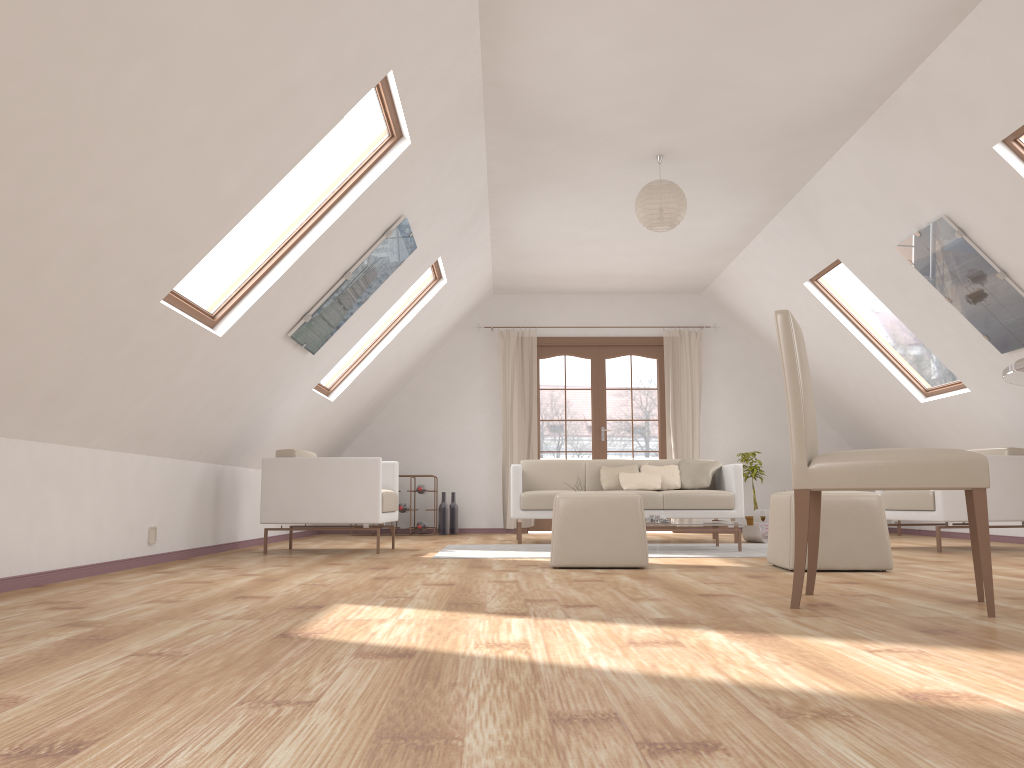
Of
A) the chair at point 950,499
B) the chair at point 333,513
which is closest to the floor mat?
the chair at point 333,513

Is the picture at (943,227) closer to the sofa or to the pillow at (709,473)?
the sofa

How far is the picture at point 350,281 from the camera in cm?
537

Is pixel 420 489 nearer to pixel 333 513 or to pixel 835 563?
pixel 333 513

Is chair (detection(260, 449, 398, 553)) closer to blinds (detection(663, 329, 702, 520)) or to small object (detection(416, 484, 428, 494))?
small object (detection(416, 484, 428, 494))

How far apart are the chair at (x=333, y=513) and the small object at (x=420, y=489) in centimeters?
236cm

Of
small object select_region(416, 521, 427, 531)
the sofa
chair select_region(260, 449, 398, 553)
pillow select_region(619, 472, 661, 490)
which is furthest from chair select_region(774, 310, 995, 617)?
small object select_region(416, 521, 427, 531)

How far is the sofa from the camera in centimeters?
713cm

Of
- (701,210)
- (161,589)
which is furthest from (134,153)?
(701,210)

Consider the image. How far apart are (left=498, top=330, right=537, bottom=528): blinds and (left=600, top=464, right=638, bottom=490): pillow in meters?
1.8 m
